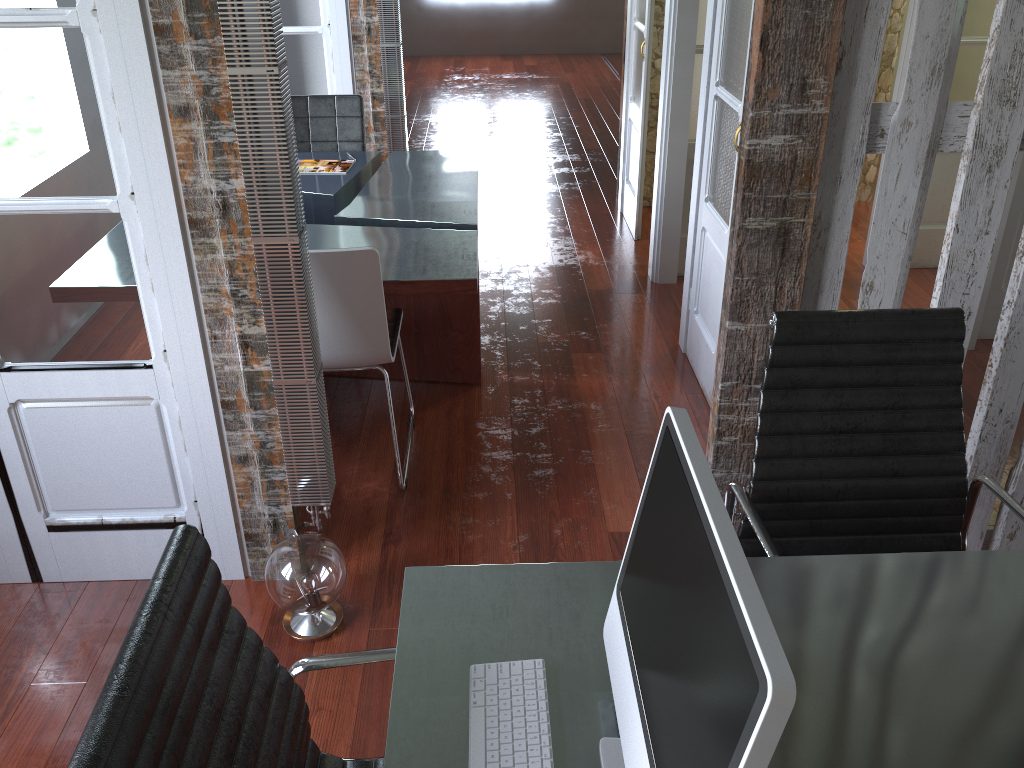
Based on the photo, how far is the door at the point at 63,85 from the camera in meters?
2.0 m

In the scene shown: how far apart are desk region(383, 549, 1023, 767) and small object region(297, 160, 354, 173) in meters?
2.9 m

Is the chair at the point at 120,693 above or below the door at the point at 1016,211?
above

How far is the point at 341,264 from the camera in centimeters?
257cm

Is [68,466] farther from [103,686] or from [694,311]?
[694,311]

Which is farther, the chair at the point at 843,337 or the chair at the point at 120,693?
the chair at the point at 843,337

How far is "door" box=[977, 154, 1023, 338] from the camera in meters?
3.7

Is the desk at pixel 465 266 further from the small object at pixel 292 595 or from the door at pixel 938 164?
the door at pixel 938 164

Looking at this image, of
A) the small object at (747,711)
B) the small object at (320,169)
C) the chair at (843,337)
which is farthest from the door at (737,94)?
the small object at (747,711)

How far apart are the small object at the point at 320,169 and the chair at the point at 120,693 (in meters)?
3.04
